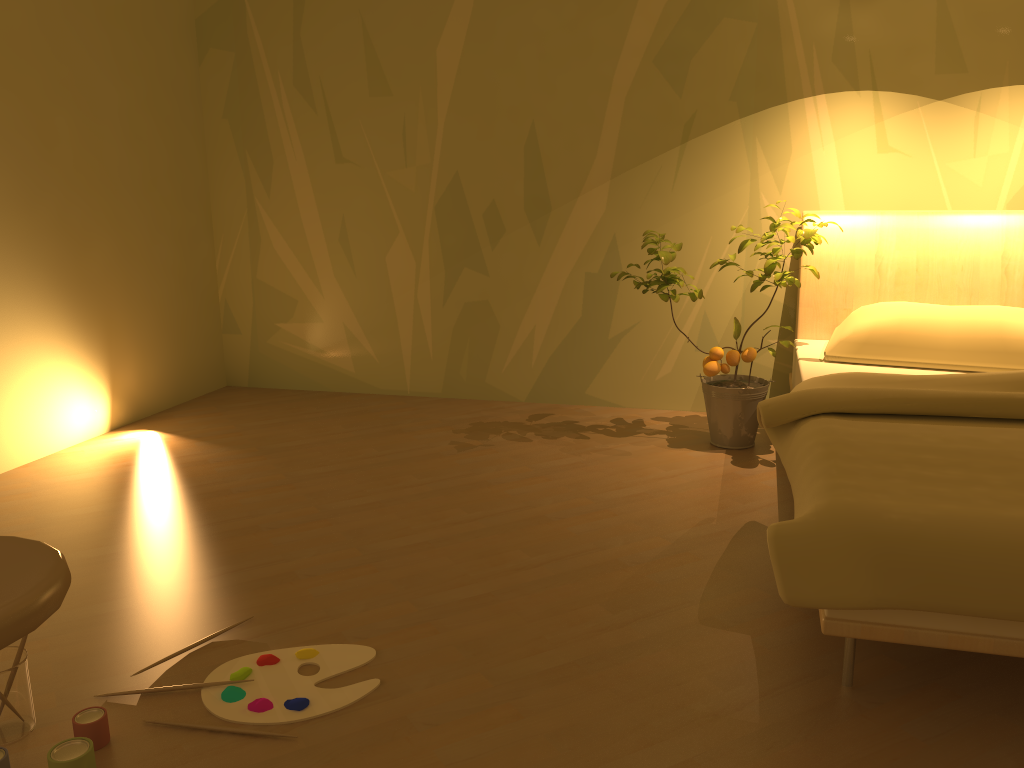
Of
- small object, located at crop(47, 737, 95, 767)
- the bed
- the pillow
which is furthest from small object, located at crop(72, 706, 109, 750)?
the pillow

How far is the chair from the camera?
1.0m

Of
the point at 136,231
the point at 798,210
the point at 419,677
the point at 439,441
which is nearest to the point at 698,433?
the point at 798,210

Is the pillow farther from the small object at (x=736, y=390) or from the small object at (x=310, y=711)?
the small object at (x=310, y=711)

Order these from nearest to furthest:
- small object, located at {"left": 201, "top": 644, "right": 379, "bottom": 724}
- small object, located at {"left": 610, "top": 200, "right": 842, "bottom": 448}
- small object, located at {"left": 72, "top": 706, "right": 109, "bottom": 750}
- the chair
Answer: the chair
small object, located at {"left": 72, "top": 706, "right": 109, "bottom": 750}
small object, located at {"left": 201, "top": 644, "right": 379, "bottom": 724}
small object, located at {"left": 610, "top": 200, "right": 842, "bottom": 448}

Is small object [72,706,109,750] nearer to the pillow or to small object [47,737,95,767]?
small object [47,737,95,767]

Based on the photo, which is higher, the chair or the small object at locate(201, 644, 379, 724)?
the chair

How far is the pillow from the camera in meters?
2.9

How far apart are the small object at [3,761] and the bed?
1.43m

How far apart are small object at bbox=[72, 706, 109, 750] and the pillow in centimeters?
251cm
